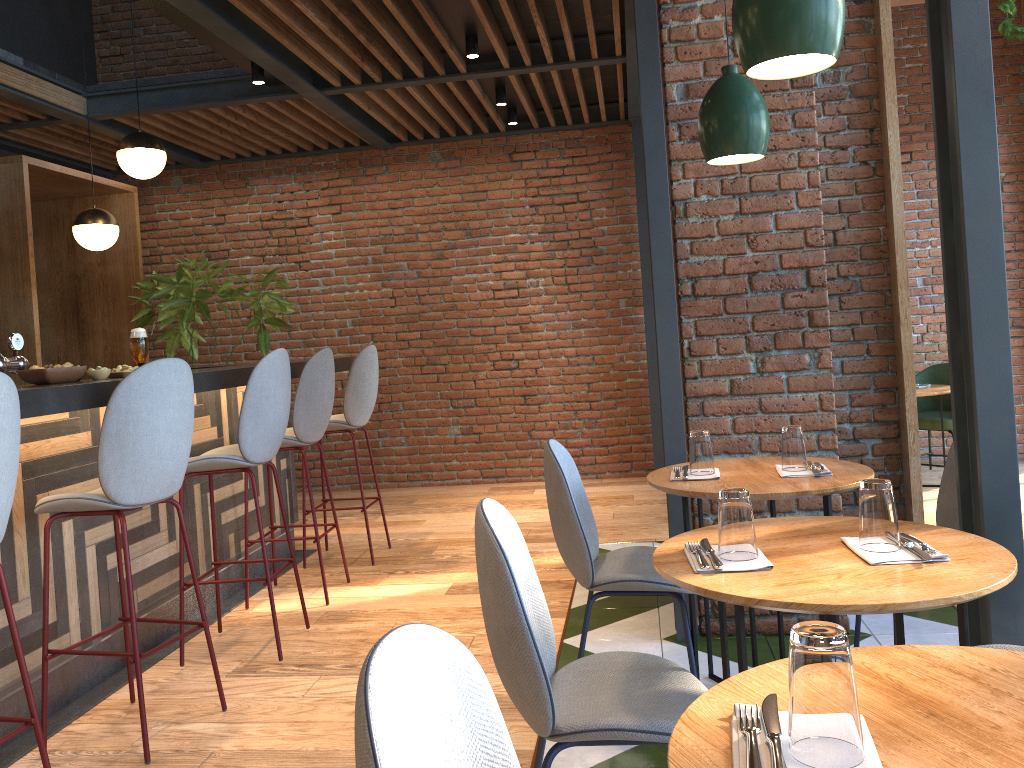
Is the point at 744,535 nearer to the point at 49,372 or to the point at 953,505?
the point at 953,505

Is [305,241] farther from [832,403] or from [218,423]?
[832,403]

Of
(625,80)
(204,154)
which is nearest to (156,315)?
(204,154)

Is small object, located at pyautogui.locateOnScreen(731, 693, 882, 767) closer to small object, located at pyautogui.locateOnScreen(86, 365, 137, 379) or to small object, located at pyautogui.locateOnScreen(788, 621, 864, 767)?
small object, located at pyautogui.locateOnScreen(788, 621, 864, 767)

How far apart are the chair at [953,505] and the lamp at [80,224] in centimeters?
486cm

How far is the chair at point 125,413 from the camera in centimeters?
276cm

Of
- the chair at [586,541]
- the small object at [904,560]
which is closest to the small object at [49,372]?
the chair at [586,541]

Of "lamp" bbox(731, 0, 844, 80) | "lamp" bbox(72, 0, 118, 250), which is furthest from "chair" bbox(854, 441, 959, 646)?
"lamp" bbox(72, 0, 118, 250)

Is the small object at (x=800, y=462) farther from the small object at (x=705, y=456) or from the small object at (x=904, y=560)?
the small object at (x=904, y=560)

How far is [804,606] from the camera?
1.5 meters
